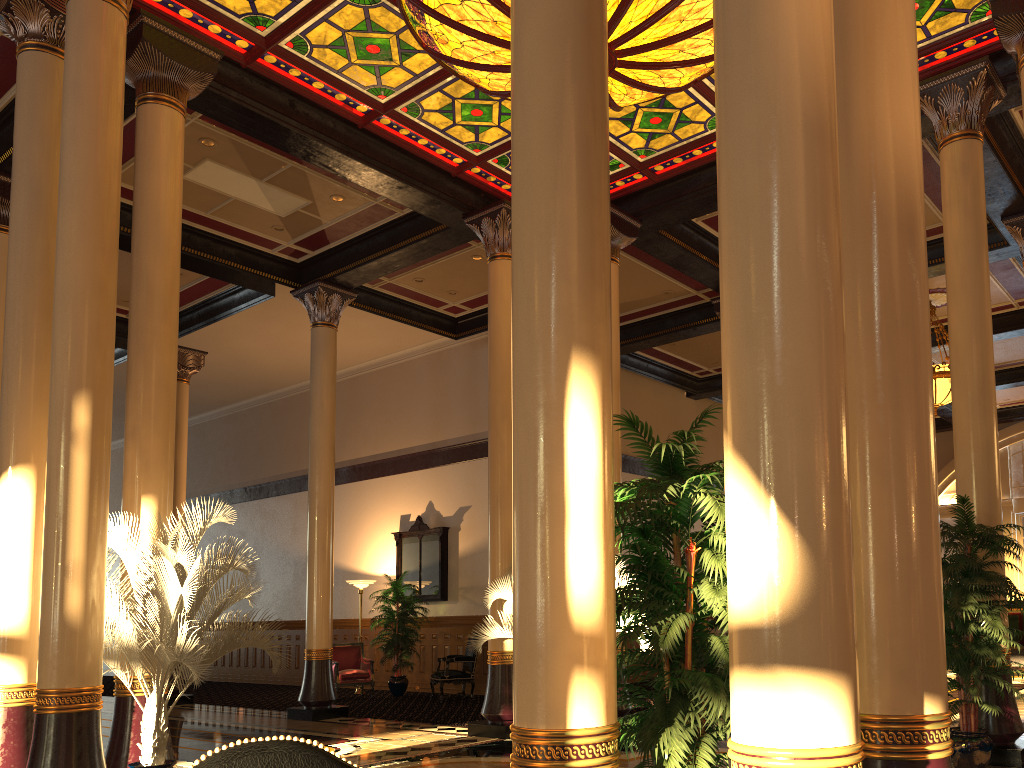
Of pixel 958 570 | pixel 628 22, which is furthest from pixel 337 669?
pixel 628 22

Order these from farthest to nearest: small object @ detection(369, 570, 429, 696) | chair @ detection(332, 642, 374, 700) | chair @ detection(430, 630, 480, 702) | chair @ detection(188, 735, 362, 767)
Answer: small object @ detection(369, 570, 429, 696) < chair @ detection(332, 642, 374, 700) < chair @ detection(430, 630, 480, 702) < chair @ detection(188, 735, 362, 767)

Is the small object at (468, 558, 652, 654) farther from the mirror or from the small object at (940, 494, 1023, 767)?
the mirror

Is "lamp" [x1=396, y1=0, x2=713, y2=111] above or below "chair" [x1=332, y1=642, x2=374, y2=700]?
above

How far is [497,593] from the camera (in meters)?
9.14

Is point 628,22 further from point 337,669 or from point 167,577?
point 337,669

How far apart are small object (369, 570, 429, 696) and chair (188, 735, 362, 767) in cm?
1315

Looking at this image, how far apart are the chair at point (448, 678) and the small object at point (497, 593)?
4.5 meters

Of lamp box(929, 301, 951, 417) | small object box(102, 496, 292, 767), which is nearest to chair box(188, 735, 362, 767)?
small object box(102, 496, 292, 767)

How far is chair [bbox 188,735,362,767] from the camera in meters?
1.3
